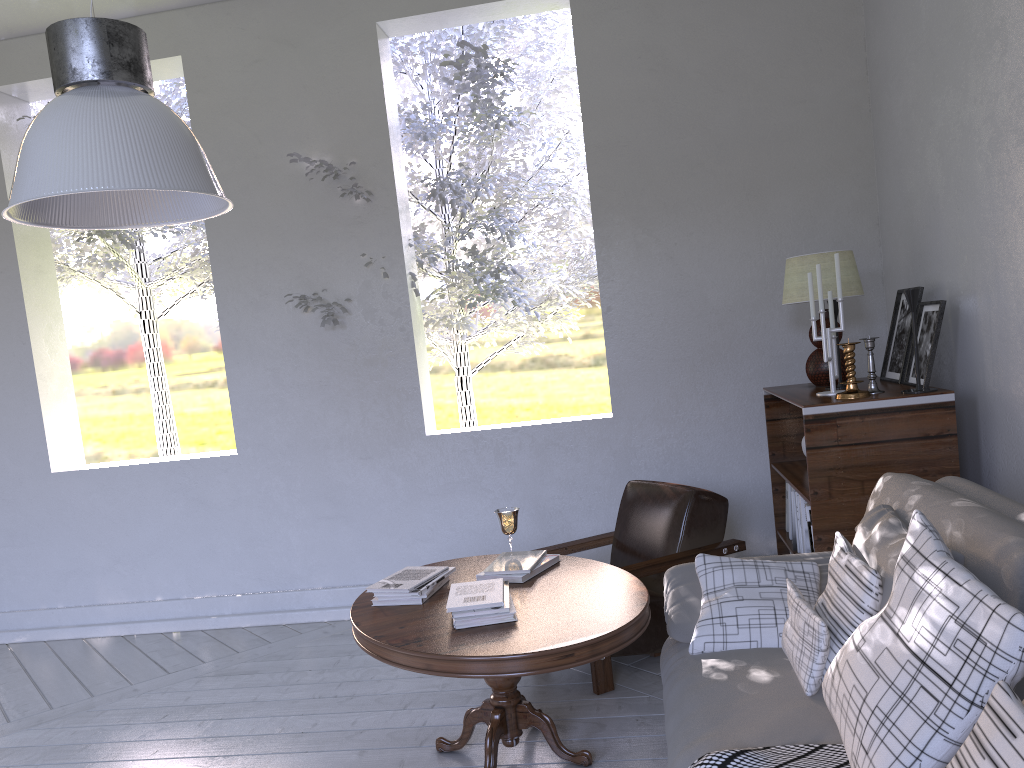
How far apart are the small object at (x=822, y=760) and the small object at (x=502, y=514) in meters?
1.2 m

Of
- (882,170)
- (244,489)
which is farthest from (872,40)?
(244,489)

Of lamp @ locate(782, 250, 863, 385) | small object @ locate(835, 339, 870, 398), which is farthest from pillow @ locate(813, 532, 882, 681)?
lamp @ locate(782, 250, 863, 385)

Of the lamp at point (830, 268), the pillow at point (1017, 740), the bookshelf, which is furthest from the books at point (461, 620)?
the lamp at point (830, 268)

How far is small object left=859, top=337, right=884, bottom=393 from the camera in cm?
257

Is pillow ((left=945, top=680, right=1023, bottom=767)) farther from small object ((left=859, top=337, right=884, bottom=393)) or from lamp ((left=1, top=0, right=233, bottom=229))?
small object ((left=859, top=337, right=884, bottom=393))

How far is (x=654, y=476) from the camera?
3.5m

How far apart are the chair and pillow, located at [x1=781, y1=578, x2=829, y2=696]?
0.8 meters

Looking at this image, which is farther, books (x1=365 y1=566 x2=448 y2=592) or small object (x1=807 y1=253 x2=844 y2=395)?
small object (x1=807 y1=253 x2=844 y2=395)

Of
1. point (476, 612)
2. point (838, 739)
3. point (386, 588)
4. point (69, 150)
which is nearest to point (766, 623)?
point (838, 739)
